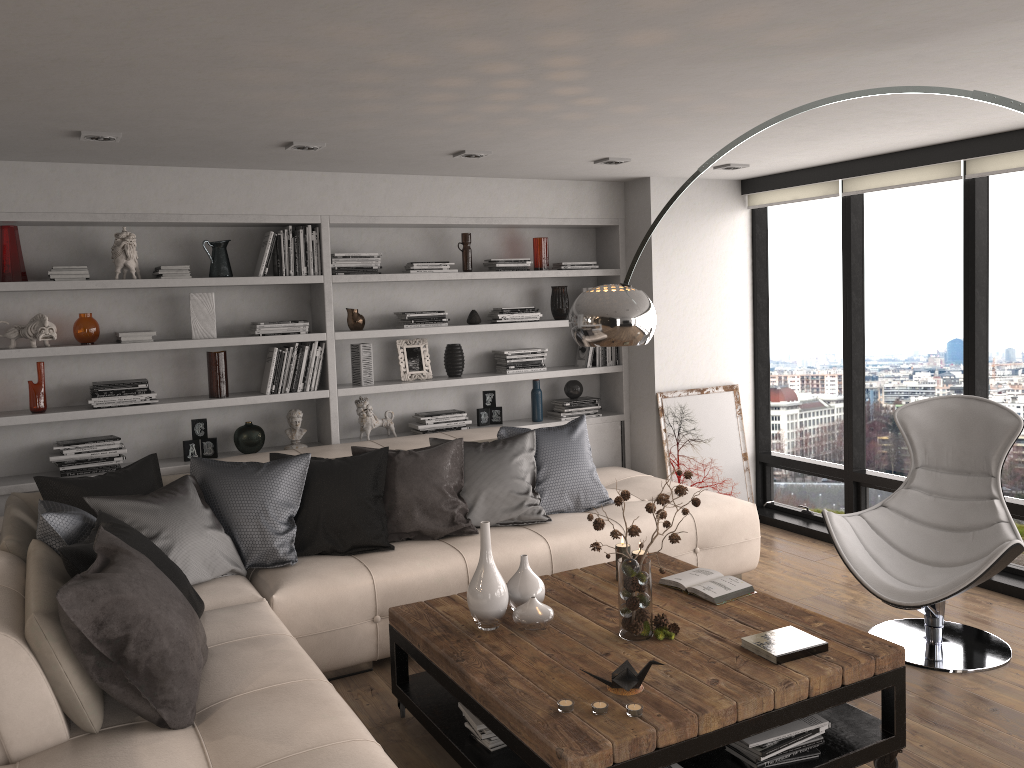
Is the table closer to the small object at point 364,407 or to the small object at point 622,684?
the small object at point 622,684

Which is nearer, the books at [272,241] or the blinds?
the blinds

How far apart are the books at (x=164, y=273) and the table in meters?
2.4 m

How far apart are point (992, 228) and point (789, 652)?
3.14m

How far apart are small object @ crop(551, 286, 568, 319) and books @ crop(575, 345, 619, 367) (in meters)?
0.30

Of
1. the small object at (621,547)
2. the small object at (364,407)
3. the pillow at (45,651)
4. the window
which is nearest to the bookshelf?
the small object at (364,407)

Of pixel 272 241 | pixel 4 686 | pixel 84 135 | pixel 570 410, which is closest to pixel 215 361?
pixel 272 241

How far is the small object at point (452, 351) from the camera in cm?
576

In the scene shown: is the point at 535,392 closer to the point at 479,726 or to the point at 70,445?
the point at 70,445

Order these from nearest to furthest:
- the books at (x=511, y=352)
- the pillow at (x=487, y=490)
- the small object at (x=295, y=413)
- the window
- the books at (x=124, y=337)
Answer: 1. the pillow at (x=487, y=490)
2. the books at (x=124, y=337)
3. the window
4. the small object at (x=295, y=413)
5. the books at (x=511, y=352)
